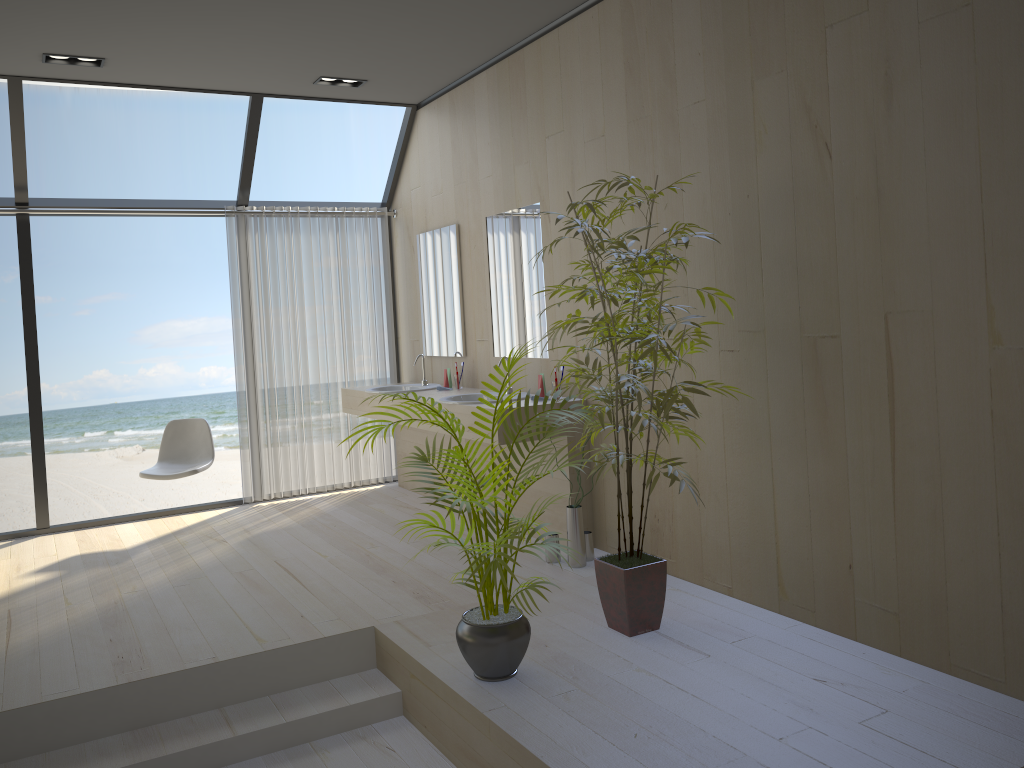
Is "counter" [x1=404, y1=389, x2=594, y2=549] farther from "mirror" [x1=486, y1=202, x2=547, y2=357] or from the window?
the window

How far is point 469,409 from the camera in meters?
4.6 m

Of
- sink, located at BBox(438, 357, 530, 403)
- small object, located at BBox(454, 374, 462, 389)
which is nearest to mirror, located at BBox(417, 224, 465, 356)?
small object, located at BBox(454, 374, 462, 389)

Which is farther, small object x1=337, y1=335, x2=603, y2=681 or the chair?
the chair

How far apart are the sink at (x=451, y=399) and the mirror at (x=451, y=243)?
0.7m

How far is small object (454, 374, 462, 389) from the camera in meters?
5.7

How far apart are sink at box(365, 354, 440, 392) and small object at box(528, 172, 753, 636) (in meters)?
2.39

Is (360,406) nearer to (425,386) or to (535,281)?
(425,386)

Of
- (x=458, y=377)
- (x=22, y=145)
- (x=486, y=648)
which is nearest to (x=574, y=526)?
(x=486, y=648)

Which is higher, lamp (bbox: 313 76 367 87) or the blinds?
lamp (bbox: 313 76 367 87)
